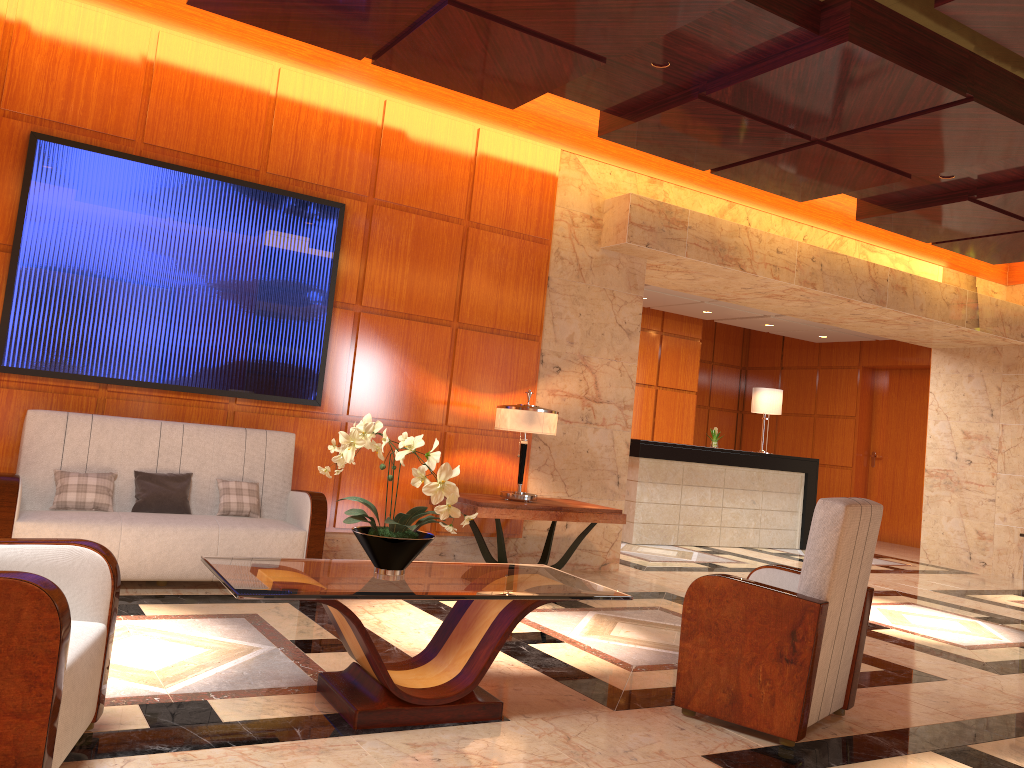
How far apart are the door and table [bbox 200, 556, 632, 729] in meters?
11.0

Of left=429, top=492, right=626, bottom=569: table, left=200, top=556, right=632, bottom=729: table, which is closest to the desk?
left=429, top=492, right=626, bottom=569: table

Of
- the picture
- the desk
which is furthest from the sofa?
the desk

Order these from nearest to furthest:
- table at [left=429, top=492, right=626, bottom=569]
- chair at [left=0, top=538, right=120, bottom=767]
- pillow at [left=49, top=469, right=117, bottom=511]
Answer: chair at [left=0, top=538, right=120, bottom=767]
pillow at [left=49, top=469, right=117, bottom=511]
table at [left=429, top=492, right=626, bottom=569]

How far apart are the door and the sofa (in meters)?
10.70

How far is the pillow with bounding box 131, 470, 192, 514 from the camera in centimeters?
525cm

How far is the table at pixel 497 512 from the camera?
6.0m

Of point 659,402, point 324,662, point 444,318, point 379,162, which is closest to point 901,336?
point 659,402

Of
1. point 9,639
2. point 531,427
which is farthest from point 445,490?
point 531,427

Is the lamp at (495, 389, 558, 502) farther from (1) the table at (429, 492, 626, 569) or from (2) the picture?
(2) the picture
